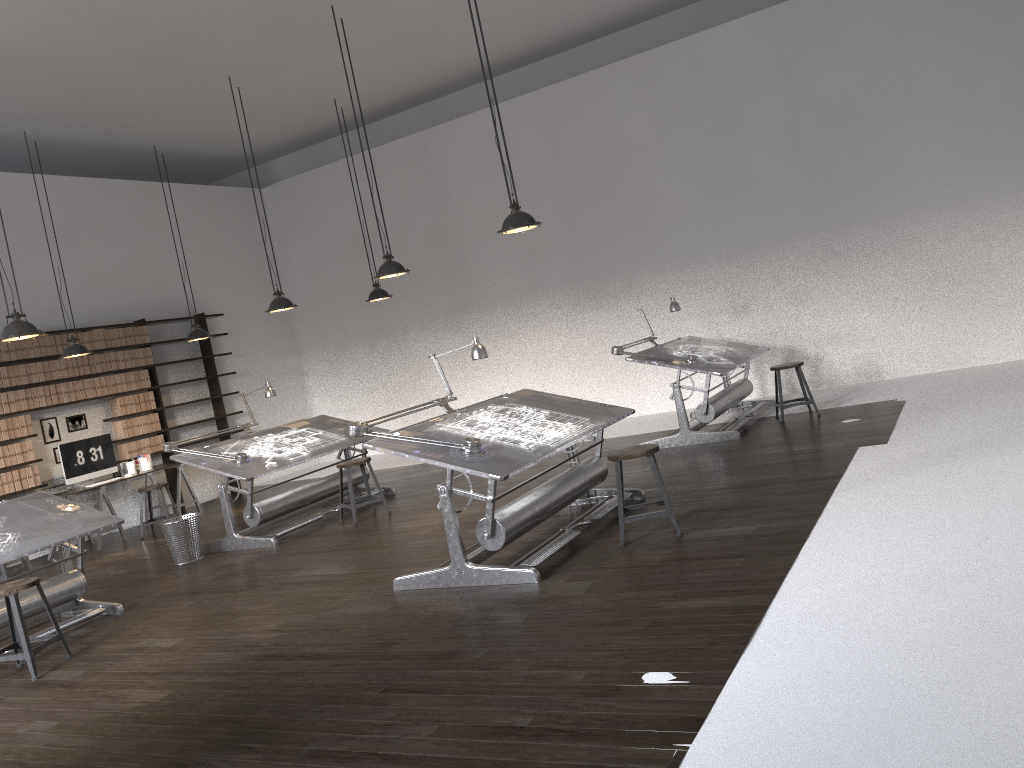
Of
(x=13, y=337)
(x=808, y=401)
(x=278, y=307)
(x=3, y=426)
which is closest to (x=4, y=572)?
(x=3, y=426)

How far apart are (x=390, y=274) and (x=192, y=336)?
3.91m

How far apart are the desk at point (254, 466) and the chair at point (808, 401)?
3.9 meters

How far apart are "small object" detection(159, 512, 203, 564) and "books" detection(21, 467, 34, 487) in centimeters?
274cm

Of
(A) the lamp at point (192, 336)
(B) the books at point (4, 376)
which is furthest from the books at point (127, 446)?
(A) the lamp at point (192, 336)

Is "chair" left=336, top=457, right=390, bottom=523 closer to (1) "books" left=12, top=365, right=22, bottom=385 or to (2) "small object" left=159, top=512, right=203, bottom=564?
(2) "small object" left=159, top=512, right=203, bottom=564

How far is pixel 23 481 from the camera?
9.4m

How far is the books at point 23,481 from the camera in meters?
9.4 m

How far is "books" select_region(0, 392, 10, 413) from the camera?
9.4 meters

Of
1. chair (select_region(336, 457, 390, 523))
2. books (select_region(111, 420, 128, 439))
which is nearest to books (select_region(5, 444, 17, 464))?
books (select_region(111, 420, 128, 439))
